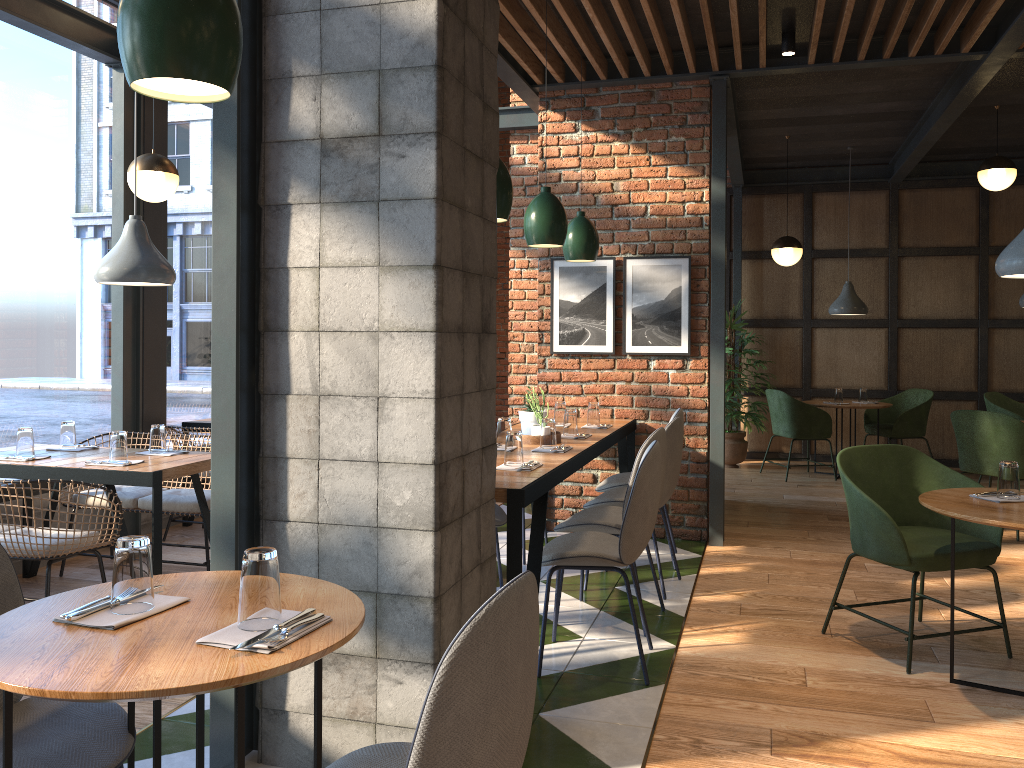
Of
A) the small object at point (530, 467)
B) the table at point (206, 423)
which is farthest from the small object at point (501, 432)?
the table at point (206, 423)

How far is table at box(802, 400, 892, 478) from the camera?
8.01m

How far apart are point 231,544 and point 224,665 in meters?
1.2

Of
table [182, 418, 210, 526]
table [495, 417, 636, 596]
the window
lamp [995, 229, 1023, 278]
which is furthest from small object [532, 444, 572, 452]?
the window

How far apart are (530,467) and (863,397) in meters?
5.9

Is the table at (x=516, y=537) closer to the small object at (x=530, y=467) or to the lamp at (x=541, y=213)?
the small object at (x=530, y=467)

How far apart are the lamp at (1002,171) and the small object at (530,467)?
5.1 meters

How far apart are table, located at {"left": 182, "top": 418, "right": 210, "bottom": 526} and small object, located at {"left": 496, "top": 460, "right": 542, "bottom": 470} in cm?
313

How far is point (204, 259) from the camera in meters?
6.4 m

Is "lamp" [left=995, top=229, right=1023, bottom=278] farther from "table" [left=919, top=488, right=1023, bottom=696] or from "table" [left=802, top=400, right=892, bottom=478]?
"table" [left=802, top=400, right=892, bottom=478]
